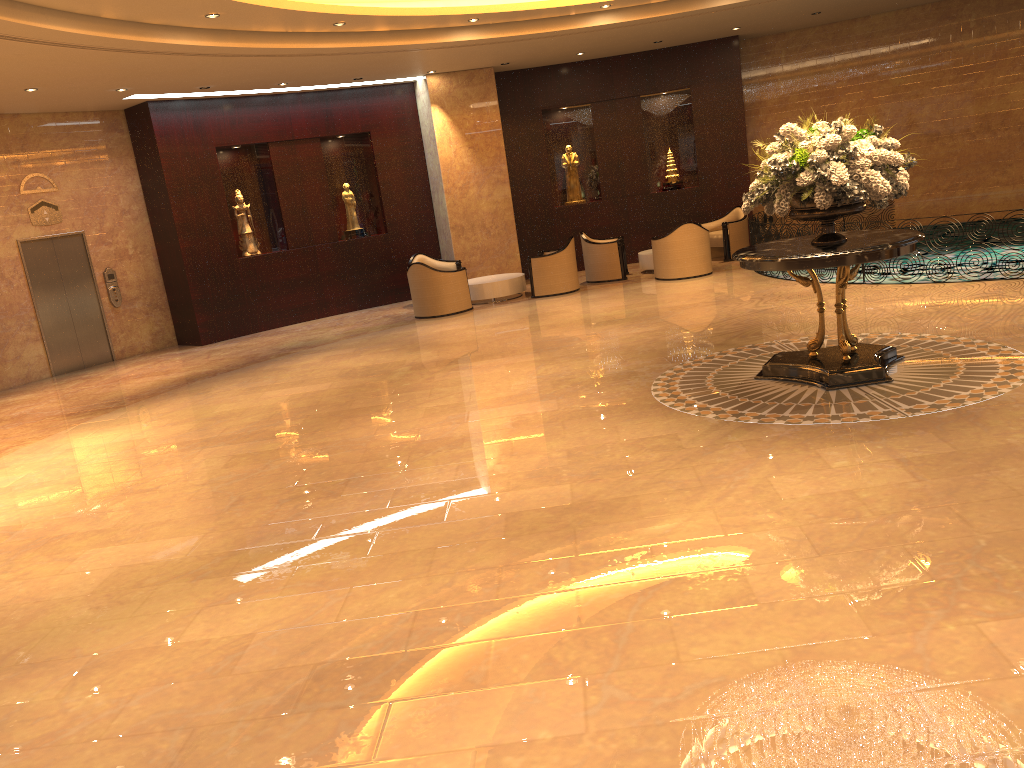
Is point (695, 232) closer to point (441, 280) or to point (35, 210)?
point (441, 280)

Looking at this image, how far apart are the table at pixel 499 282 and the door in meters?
6.1

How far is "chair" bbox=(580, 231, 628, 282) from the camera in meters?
15.3

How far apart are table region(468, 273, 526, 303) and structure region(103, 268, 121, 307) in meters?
5.8

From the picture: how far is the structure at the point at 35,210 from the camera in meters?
13.6 m

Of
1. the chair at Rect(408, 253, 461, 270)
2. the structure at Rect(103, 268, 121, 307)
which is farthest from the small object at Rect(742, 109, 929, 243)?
the structure at Rect(103, 268, 121, 307)

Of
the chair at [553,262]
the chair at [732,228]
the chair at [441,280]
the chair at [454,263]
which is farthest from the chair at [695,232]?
the chair at [454,263]

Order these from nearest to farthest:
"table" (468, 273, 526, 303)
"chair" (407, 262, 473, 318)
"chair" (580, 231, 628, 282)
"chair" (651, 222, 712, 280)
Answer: "chair" (407, 262, 473, 318)
"chair" (651, 222, 712, 280)
"table" (468, 273, 526, 303)
"chair" (580, 231, 628, 282)

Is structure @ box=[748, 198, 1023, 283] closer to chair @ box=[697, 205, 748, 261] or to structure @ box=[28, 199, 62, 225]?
chair @ box=[697, 205, 748, 261]

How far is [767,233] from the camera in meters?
Answer: 13.1 m
